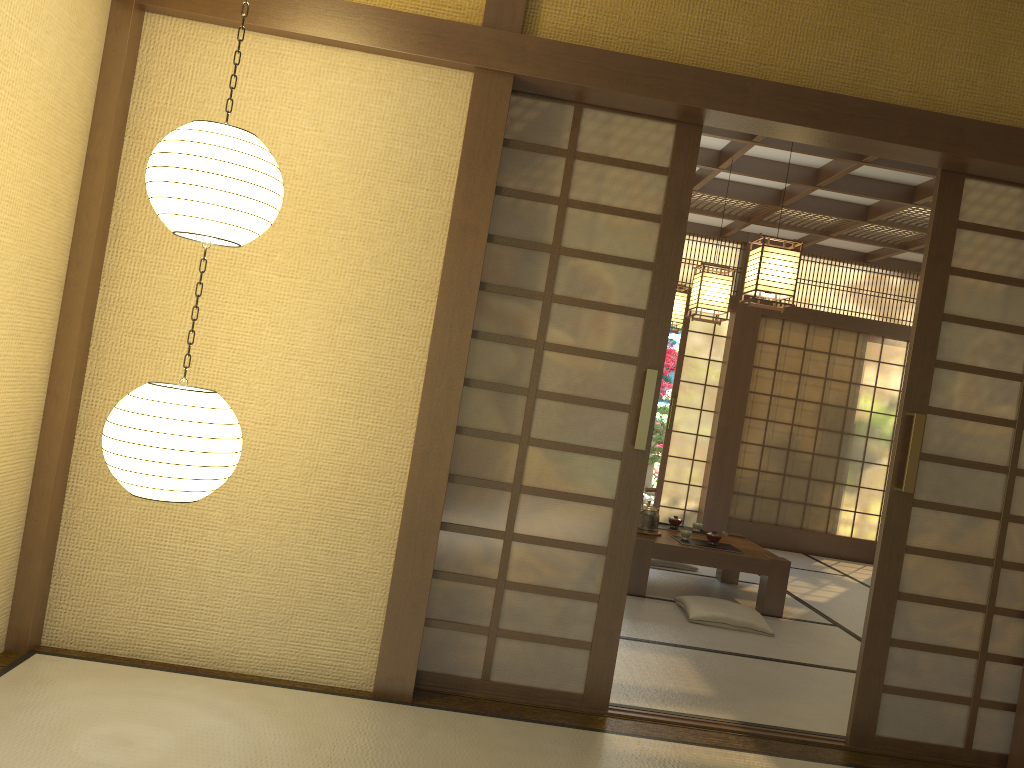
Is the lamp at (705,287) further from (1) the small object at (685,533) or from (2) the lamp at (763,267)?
(1) the small object at (685,533)

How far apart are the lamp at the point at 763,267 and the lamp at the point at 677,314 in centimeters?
211cm

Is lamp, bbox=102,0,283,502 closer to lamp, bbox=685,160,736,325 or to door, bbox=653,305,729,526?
lamp, bbox=685,160,736,325

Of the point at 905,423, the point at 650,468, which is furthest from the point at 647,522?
the point at 650,468

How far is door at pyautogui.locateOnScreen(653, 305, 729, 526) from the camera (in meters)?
8.74

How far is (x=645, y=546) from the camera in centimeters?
543cm

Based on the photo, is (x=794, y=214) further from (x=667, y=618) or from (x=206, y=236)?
(x=206, y=236)

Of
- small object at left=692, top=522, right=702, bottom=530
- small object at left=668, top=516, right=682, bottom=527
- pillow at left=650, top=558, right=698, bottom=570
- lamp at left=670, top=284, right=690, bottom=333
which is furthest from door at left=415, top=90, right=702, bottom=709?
lamp at left=670, top=284, right=690, bottom=333

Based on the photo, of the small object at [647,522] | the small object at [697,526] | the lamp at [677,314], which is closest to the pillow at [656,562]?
the small object at [697,526]

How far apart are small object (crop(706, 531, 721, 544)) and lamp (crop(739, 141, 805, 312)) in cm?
163
